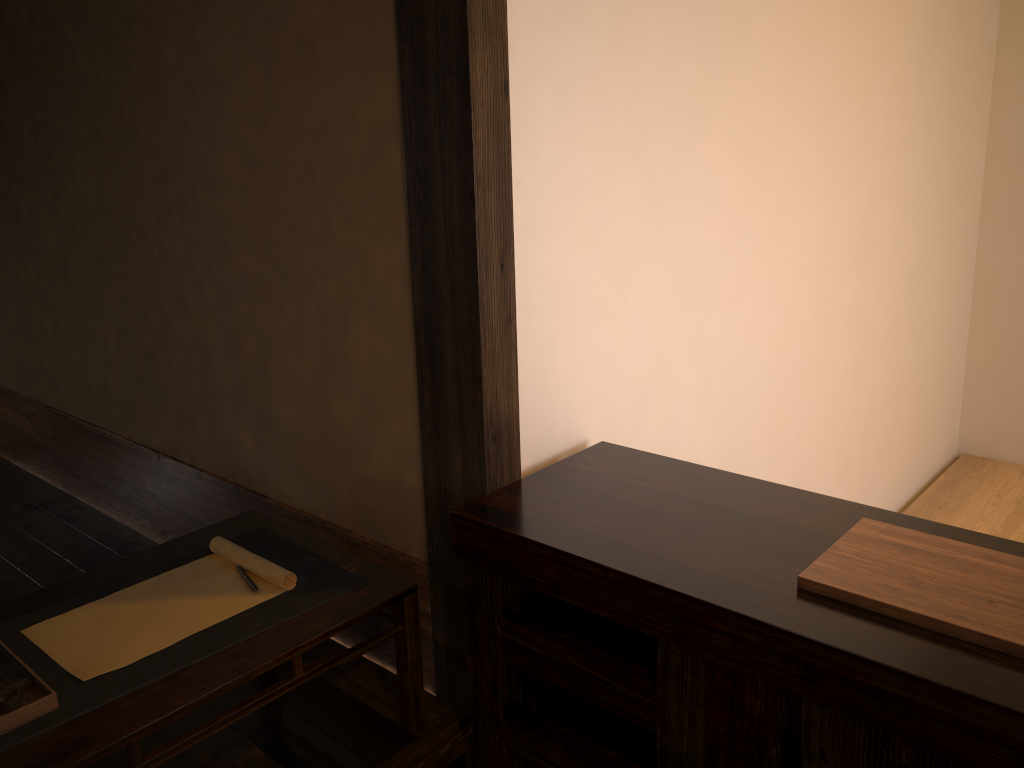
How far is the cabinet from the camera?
1.2 meters

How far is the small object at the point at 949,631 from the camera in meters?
1.2

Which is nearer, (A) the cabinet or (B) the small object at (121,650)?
(A) the cabinet

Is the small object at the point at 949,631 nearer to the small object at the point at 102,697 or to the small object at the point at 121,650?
the small object at the point at 102,697

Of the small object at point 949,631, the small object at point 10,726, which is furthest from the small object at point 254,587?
the small object at point 949,631

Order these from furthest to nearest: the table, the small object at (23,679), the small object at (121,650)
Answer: the small object at (121,650) → the small object at (23,679) → the table

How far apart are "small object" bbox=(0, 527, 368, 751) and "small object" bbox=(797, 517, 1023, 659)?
0.9 meters

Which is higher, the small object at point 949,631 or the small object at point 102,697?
the small object at point 949,631

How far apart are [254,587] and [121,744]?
0.45m

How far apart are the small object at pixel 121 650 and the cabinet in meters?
0.4
